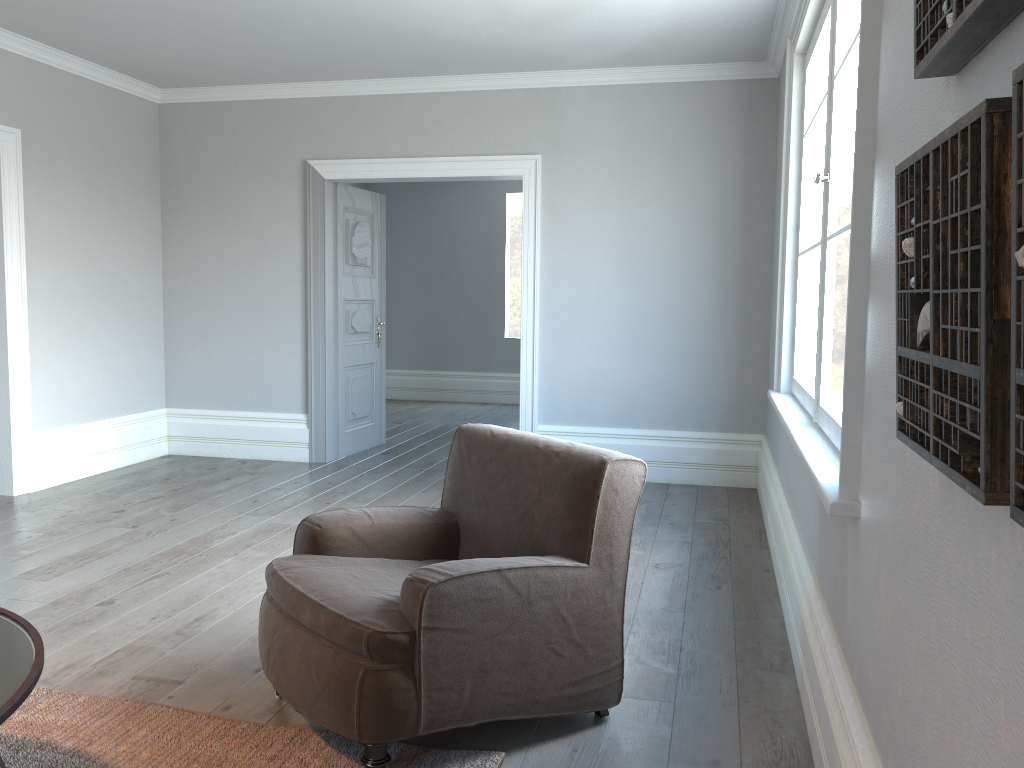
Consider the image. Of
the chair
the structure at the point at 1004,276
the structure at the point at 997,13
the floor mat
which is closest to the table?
the floor mat

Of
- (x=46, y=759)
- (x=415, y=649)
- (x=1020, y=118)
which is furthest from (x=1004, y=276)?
(x=46, y=759)

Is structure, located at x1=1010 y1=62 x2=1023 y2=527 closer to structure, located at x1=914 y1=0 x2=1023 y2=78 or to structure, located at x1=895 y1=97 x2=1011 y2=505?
structure, located at x1=895 y1=97 x2=1011 y2=505

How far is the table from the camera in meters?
1.6 m

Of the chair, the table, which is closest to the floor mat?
the chair

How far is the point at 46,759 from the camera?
2.3m

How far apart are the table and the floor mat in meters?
0.5

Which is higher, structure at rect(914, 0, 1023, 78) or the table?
structure at rect(914, 0, 1023, 78)

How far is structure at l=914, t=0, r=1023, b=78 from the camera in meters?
1.0 m

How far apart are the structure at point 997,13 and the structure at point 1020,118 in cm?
25
